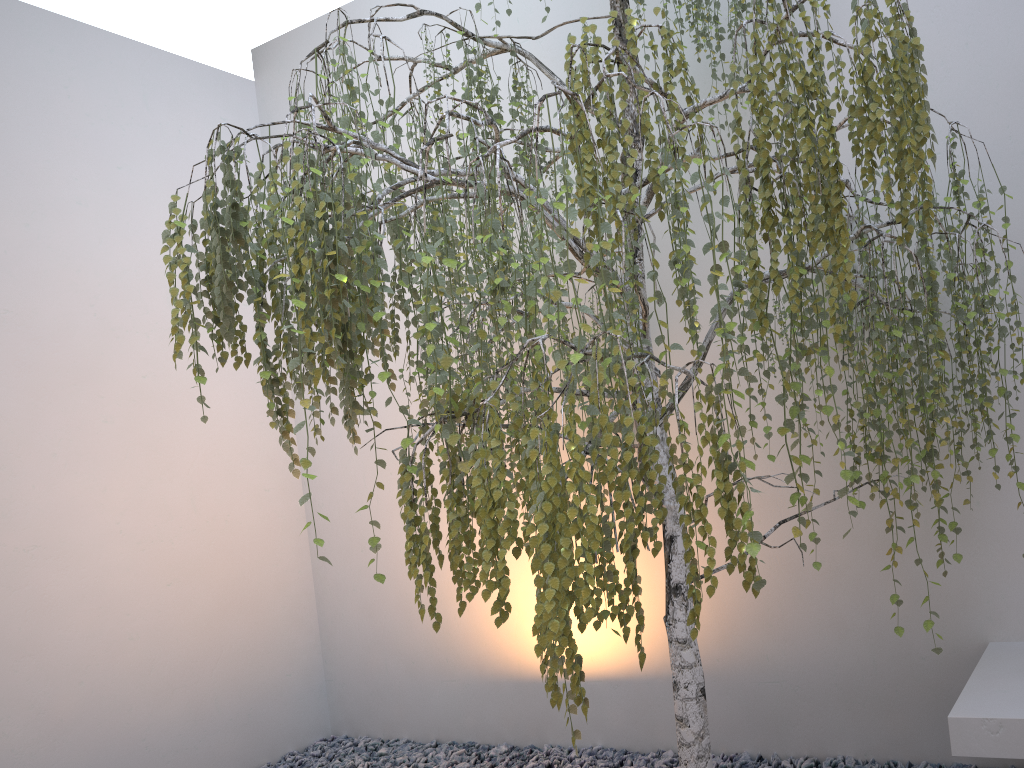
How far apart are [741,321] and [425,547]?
1.6 meters

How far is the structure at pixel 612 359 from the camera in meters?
1.6

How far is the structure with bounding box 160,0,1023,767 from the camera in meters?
1.6

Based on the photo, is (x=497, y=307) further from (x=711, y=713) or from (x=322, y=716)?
(x=322, y=716)

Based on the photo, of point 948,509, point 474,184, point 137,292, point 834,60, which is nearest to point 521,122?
point 834,60

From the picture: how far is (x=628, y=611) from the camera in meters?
1.7

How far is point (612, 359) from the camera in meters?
1.6 m
